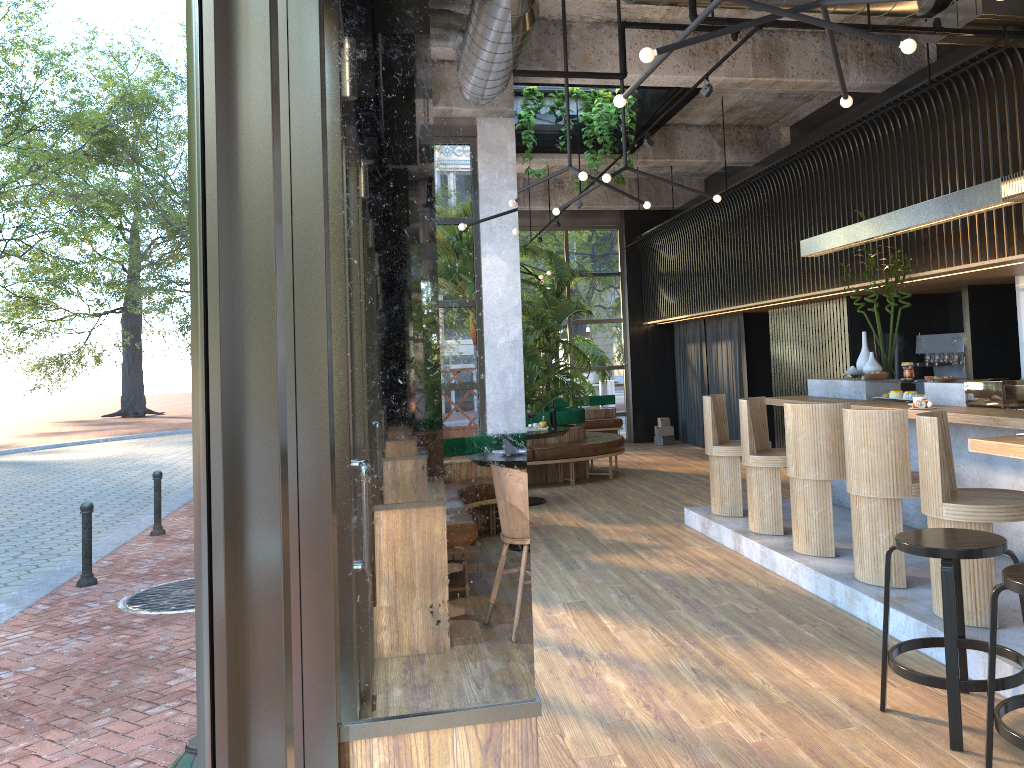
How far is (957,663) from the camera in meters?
3.3 m

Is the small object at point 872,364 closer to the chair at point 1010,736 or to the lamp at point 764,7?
the lamp at point 764,7

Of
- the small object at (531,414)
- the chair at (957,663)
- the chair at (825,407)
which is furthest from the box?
the chair at (957,663)

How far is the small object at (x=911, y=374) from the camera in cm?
678

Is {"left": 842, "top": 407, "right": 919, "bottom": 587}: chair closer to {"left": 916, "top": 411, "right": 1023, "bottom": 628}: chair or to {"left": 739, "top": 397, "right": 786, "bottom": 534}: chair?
{"left": 916, "top": 411, "right": 1023, "bottom": 628}: chair

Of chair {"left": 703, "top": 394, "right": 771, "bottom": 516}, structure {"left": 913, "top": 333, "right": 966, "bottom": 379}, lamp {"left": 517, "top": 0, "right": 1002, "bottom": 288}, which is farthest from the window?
structure {"left": 913, "top": 333, "right": 966, "bottom": 379}

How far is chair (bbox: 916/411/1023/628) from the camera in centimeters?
415cm

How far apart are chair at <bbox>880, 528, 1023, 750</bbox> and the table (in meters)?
5.49

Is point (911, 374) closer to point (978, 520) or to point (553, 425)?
point (978, 520)

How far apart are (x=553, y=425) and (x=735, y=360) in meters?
9.4
